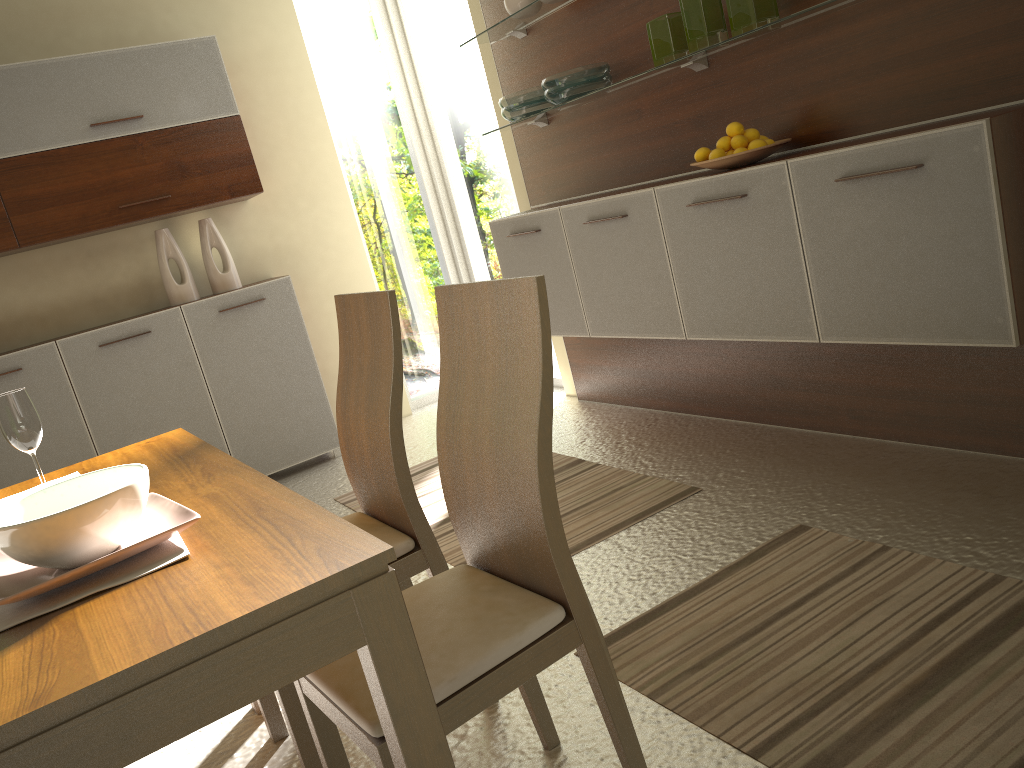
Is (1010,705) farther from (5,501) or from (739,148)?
(5,501)

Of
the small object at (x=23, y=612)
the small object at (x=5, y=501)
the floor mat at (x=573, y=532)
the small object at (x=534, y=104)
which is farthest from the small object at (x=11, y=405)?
the small object at (x=534, y=104)

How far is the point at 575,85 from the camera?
3.5m

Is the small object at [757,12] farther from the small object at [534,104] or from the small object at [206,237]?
the small object at [206,237]

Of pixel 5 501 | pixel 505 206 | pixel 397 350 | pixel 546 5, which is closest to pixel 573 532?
pixel 397 350

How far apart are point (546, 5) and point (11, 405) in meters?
2.7

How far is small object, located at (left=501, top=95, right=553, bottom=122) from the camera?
3.79m

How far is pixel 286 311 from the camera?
4.7 meters

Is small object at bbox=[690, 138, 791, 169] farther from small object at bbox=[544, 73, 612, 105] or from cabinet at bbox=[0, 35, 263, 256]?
cabinet at bbox=[0, 35, 263, 256]

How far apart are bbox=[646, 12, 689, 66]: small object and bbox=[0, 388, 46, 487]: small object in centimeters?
231cm
